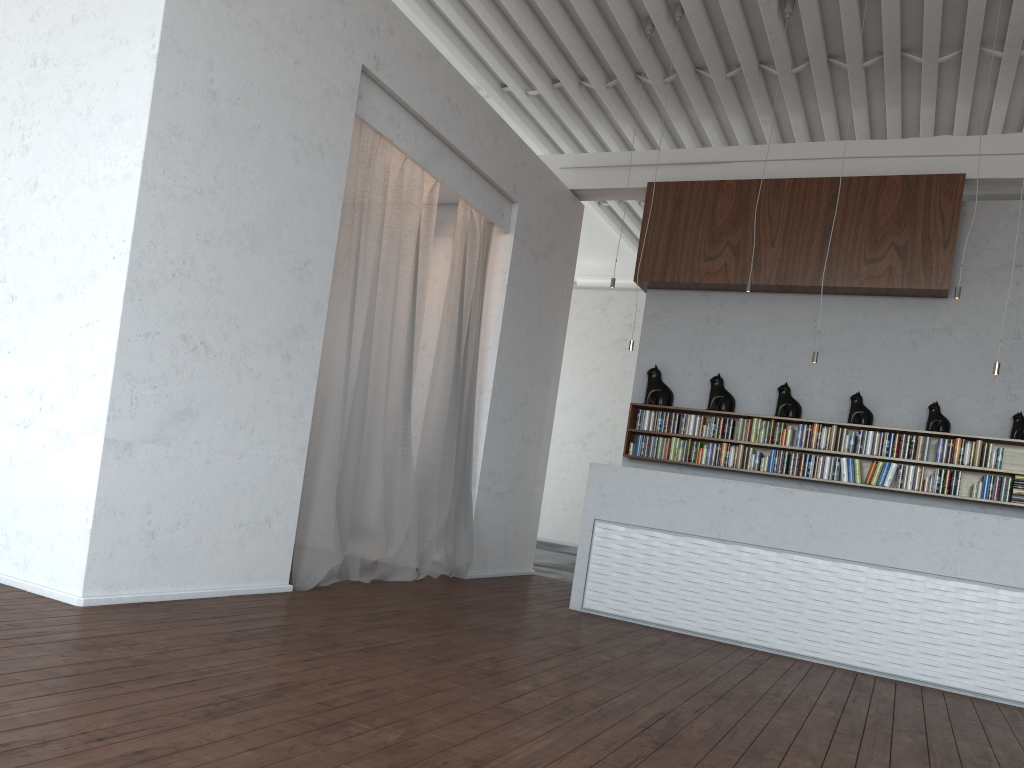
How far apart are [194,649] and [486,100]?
7.0m
